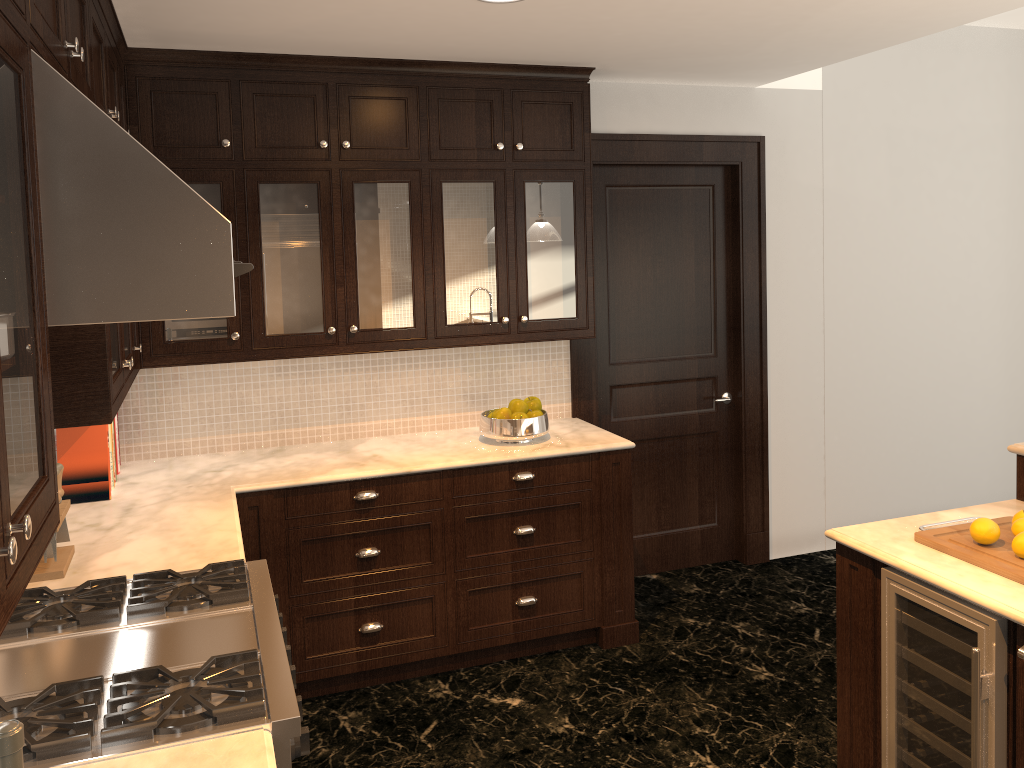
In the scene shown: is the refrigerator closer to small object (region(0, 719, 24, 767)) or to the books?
small object (region(0, 719, 24, 767))

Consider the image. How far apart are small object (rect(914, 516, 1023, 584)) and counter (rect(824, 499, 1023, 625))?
0.02m

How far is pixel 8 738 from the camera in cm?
96

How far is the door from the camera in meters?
4.6

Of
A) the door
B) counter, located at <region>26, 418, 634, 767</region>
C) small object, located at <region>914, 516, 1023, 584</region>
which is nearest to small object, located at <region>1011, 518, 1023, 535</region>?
small object, located at <region>914, 516, 1023, 584</region>

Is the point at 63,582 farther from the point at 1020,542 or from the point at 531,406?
the point at 1020,542

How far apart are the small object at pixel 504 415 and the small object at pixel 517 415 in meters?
0.0

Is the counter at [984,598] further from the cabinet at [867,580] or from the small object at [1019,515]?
the small object at [1019,515]

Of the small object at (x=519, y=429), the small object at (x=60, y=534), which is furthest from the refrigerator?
the small object at (x=60, y=534)

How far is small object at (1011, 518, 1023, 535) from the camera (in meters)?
2.43
